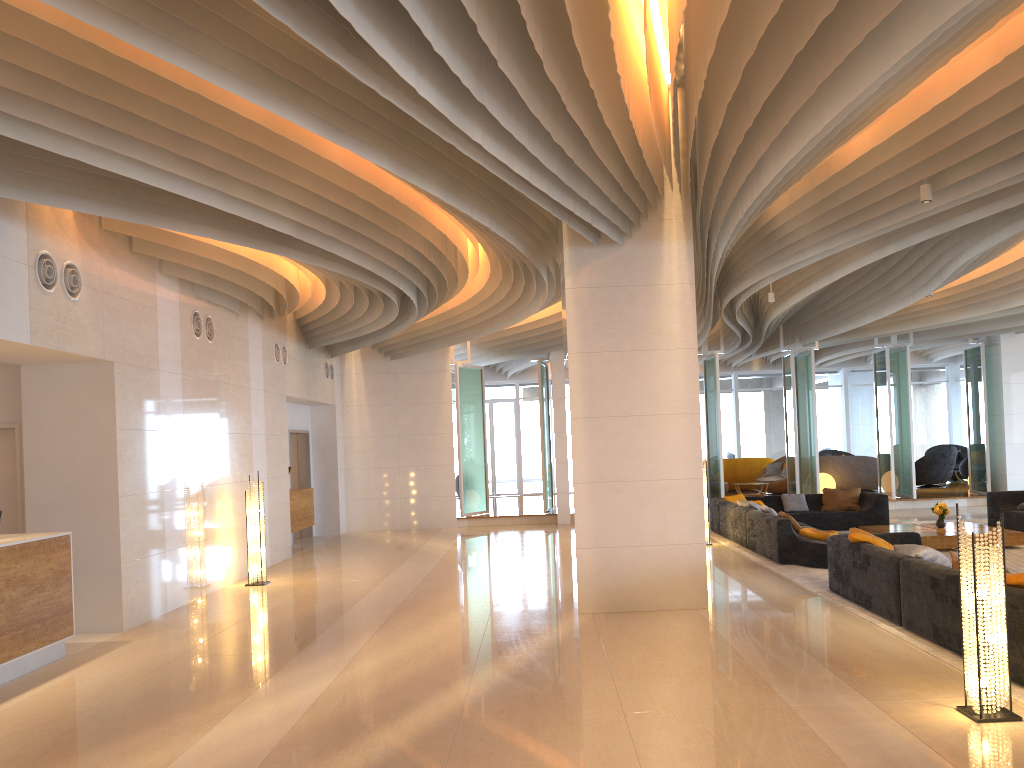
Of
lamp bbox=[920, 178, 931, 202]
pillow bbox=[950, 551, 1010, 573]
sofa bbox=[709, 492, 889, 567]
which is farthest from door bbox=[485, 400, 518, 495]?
pillow bbox=[950, 551, 1010, 573]

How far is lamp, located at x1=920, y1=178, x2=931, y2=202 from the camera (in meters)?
7.25

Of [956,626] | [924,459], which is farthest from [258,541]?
[924,459]

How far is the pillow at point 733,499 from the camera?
15.18m

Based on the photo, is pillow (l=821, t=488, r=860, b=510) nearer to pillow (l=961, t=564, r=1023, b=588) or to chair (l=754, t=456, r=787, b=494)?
chair (l=754, t=456, r=787, b=494)

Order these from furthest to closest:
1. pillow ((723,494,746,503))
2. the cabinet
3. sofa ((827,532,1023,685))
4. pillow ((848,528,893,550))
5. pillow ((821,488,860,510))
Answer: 1. pillow ((723,494,746,503))
2. pillow ((821,488,860,510))
3. the cabinet
4. pillow ((848,528,893,550))
5. sofa ((827,532,1023,685))

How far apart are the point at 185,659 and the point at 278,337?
7.7m

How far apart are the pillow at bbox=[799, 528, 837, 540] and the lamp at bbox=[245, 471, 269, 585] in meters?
6.8

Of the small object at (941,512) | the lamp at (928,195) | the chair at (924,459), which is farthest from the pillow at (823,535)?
the chair at (924,459)

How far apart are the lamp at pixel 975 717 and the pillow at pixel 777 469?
16.98m
